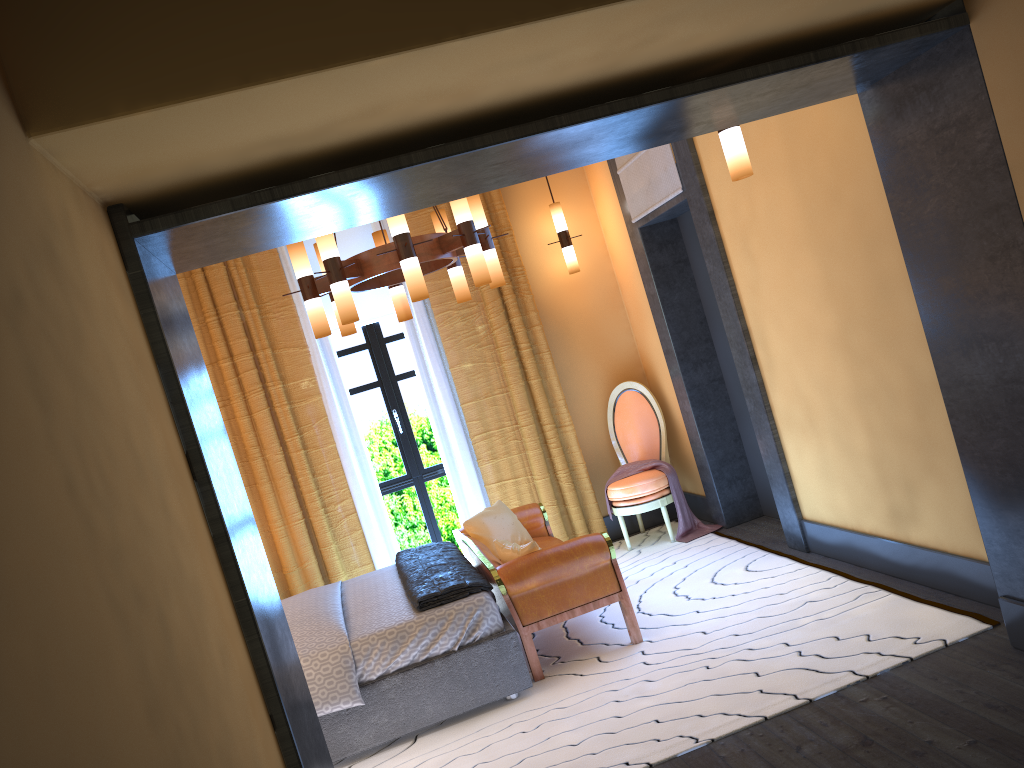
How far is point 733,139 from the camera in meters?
3.5 m

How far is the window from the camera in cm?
673

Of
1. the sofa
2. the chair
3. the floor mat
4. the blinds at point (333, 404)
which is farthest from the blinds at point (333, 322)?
the floor mat

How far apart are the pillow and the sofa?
0.04m

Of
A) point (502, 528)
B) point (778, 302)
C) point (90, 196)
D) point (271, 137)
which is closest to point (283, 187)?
point (271, 137)

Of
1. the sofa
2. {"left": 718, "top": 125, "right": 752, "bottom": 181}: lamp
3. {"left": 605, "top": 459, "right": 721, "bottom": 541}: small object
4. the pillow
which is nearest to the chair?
{"left": 605, "top": 459, "right": 721, "bottom": 541}: small object

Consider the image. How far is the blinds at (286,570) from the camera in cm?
612

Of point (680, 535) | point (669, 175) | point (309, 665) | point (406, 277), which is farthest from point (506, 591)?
point (669, 175)

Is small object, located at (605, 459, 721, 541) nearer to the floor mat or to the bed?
the floor mat

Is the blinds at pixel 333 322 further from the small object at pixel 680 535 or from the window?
the small object at pixel 680 535
